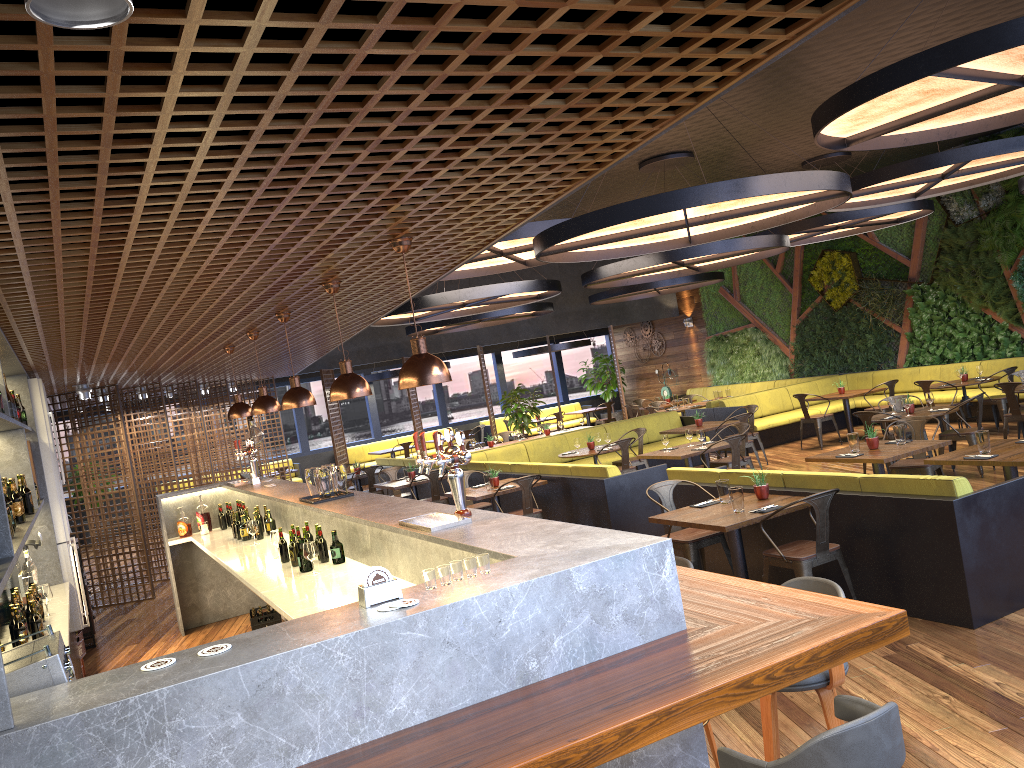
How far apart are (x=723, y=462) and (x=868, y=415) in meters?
1.8 m

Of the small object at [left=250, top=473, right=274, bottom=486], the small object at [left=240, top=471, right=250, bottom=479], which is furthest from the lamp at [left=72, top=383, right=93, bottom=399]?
the small object at [left=250, top=473, right=274, bottom=486]

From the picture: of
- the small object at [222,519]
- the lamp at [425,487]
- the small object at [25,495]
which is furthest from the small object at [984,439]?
the lamp at [425,487]

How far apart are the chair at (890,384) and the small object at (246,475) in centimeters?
966cm

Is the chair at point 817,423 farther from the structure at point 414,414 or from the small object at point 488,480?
the structure at point 414,414

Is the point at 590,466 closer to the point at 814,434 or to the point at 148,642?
the point at 148,642

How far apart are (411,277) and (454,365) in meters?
20.9

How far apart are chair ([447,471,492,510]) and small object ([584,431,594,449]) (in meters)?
2.22

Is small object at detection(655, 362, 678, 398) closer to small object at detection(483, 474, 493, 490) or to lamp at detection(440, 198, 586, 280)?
lamp at detection(440, 198, 586, 280)

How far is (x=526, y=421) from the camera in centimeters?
1823cm
